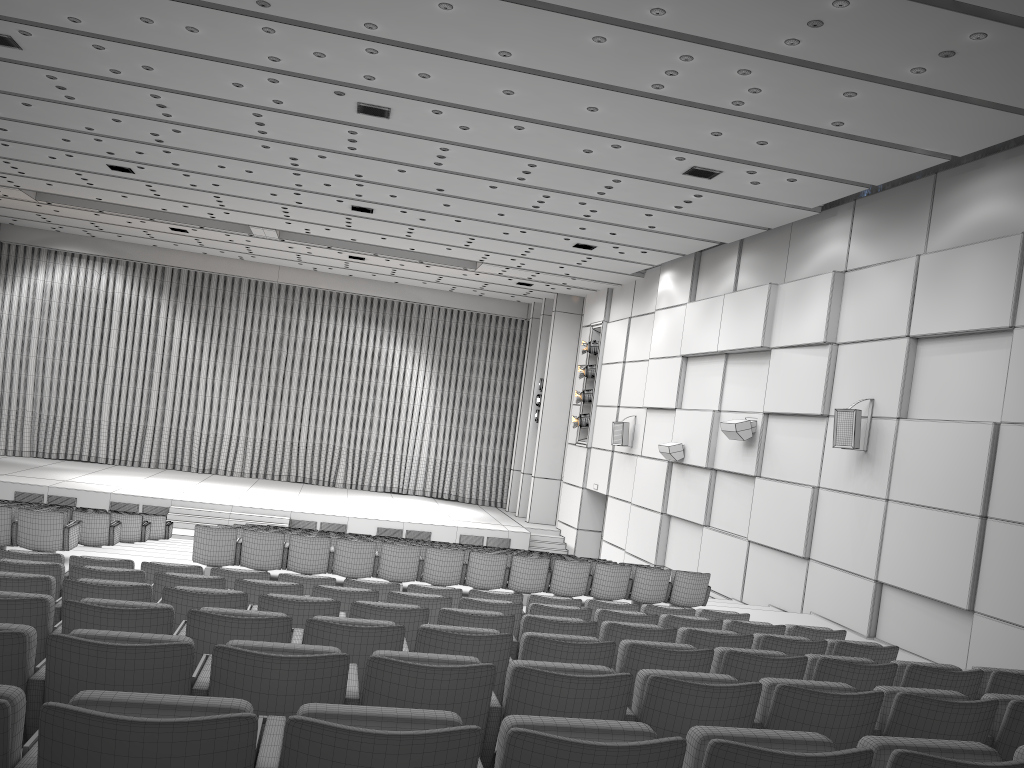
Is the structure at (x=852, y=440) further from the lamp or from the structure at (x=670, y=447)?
the lamp

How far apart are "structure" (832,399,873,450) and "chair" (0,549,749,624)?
4.7 meters

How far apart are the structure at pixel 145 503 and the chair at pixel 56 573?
14.88m

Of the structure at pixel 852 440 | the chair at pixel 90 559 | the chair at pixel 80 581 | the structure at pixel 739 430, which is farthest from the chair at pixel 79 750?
the structure at pixel 739 430

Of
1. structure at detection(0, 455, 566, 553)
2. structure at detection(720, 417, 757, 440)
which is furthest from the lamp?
structure at detection(720, 417, 757, 440)

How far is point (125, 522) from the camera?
14.3 meters

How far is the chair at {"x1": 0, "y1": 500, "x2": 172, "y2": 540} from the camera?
16.45m

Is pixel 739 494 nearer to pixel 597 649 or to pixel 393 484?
pixel 597 649

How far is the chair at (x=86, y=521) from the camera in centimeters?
1213cm

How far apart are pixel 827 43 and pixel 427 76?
4.4m
